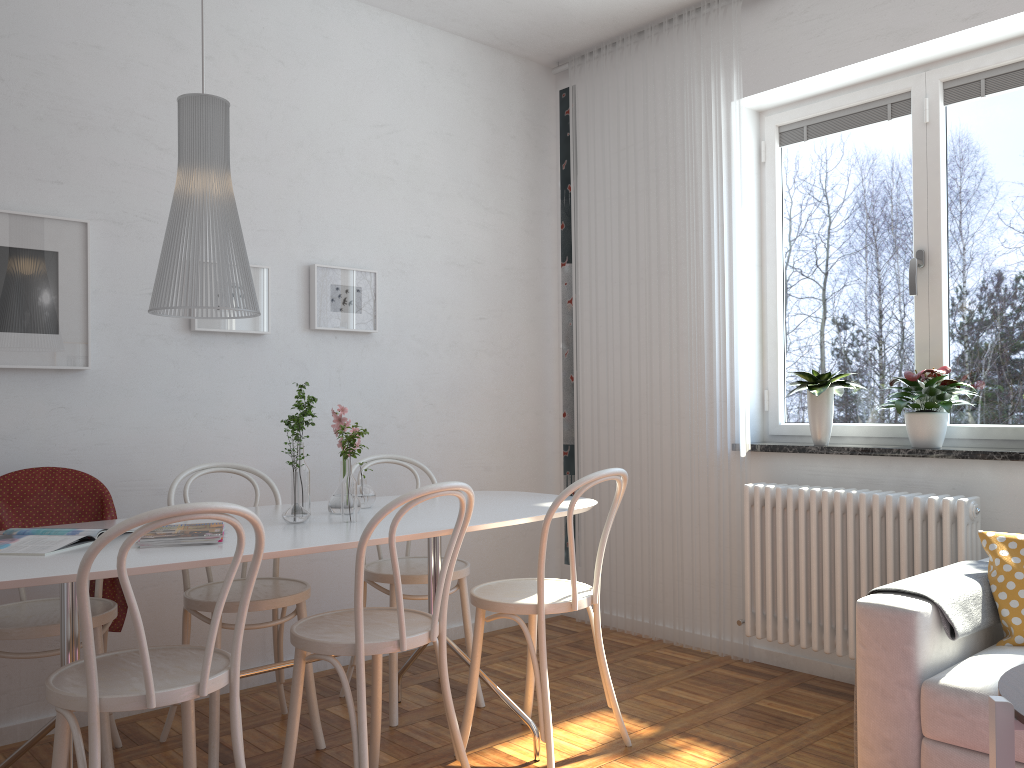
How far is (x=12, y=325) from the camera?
2.96m

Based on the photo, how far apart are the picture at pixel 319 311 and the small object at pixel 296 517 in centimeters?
124cm

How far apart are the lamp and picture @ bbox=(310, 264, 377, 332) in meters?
1.1 m

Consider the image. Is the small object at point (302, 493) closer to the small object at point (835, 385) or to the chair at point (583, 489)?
the chair at point (583, 489)

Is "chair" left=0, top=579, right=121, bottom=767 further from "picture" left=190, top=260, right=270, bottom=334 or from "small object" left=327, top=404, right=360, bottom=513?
"picture" left=190, top=260, right=270, bottom=334

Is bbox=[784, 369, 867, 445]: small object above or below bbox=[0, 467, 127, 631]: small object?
above

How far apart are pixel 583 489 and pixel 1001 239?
1.99m

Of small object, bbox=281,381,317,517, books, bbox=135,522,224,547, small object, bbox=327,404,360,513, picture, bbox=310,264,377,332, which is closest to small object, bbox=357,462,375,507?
small object, bbox=327,404,360,513

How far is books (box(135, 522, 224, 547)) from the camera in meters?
2.2

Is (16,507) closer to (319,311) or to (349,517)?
(349,517)
